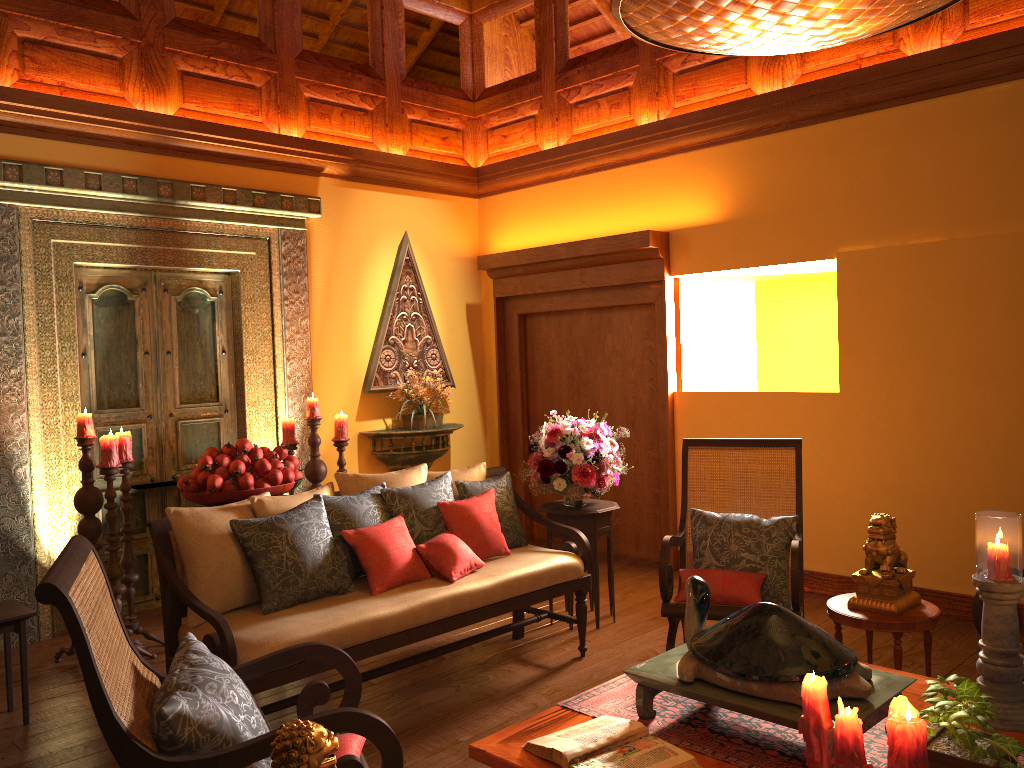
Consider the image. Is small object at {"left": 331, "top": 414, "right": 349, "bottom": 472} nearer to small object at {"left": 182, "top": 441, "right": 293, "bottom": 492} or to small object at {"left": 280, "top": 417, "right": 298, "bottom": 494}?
small object at {"left": 280, "top": 417, "right": 298, "bottom": 494}

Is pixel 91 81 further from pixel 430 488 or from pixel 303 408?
pixel 430 488

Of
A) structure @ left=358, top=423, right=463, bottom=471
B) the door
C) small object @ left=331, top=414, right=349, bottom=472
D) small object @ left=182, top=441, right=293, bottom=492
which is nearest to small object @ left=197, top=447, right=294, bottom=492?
small object @ left=182, top=441, right=293, bottom=492

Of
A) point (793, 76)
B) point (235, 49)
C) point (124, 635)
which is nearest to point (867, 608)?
point (124, 635)

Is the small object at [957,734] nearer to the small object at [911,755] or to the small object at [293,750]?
the small object at [911,755]

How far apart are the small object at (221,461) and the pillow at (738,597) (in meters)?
2.07

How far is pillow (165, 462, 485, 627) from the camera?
3.17m

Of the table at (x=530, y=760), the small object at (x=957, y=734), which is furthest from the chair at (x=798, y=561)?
the small object at (x=957, y=734)

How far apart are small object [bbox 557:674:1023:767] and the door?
3.4 meters

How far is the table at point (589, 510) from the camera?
4.5 meters
